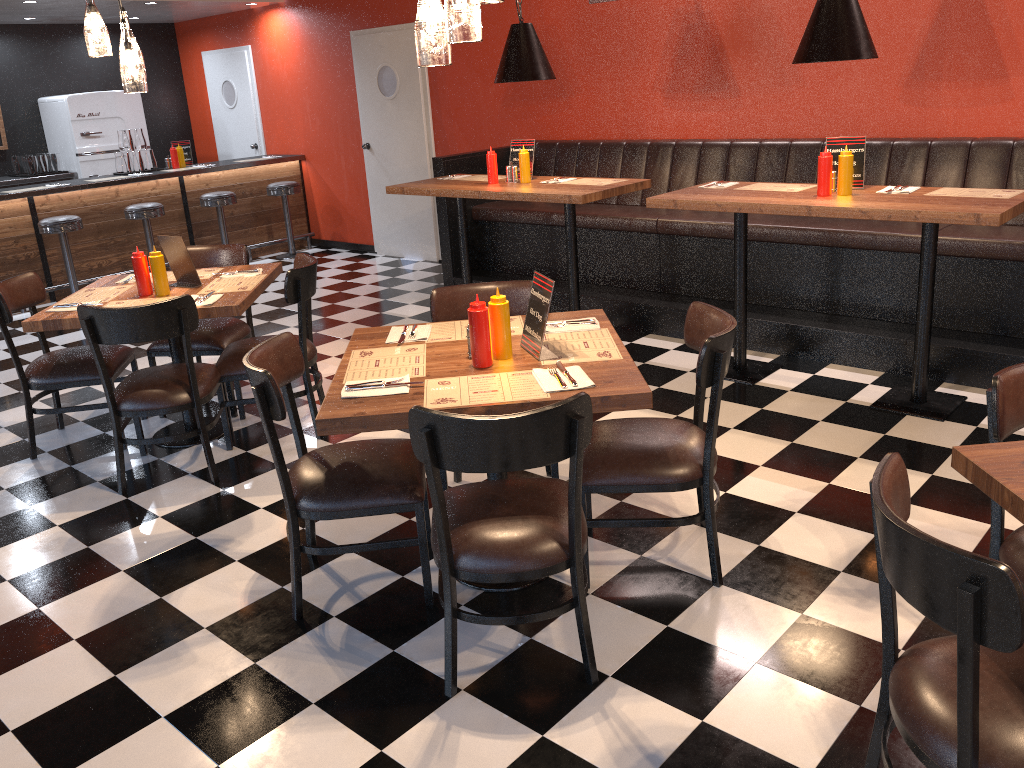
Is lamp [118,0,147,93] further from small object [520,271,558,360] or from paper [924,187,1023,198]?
paper [924,187,1023,198]

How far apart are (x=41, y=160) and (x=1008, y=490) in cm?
977

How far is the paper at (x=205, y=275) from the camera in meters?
4.6 m

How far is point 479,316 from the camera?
2.78m

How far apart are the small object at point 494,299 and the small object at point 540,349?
0.08m

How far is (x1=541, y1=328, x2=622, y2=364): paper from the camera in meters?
2.9 m

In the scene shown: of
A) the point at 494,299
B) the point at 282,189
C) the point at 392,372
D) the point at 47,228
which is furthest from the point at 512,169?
the point at 47,228

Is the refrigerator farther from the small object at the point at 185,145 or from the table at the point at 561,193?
the table at the point at 561,193

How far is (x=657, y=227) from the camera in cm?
578

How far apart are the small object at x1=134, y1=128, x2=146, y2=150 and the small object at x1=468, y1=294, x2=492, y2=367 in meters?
7.1
